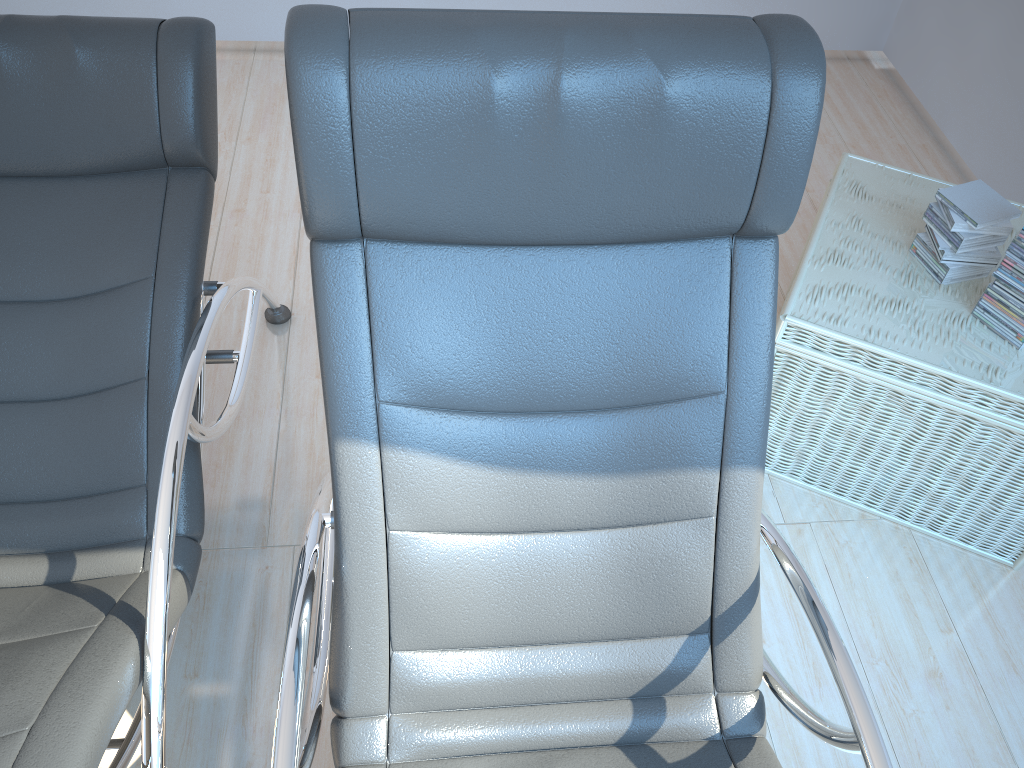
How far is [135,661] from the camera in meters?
1.3

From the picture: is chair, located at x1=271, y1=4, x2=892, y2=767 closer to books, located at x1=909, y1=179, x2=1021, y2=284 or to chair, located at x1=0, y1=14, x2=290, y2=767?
chair, located at x1=0, y1=14, x2=290, y2=767

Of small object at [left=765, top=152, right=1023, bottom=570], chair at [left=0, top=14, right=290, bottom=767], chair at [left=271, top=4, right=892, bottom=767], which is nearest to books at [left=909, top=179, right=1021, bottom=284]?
small object at [left=765, top=152, right=1023, bottom=570]

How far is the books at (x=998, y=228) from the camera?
1.95m

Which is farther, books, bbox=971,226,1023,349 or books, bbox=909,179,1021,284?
books, bbox=909,179,1021,284

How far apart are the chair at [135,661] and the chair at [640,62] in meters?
0.2 m

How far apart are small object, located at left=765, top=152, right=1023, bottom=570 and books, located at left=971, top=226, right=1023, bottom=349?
0.0 meters

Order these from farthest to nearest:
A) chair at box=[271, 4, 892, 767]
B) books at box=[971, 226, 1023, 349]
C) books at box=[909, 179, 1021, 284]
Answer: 1. books at box=[909, 179, 1021, 284]
2. books at box=[971, 226, 1023, 349]
3. chair at box=[271, 4, 892, 767]

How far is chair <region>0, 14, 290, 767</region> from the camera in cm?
127

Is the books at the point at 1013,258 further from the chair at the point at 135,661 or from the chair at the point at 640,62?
the chair at the point at 135,661
